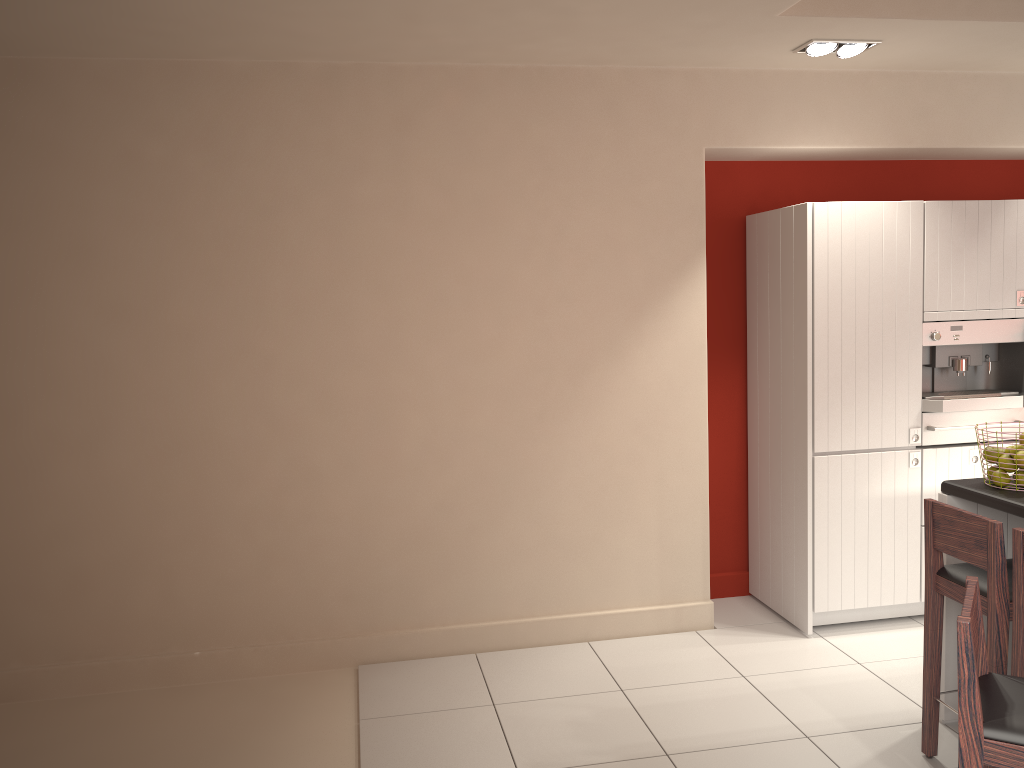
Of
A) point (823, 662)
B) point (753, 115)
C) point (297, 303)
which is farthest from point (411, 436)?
point (753, 115)

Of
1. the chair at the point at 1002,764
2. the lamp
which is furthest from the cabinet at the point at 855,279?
the chair at the point at 1002,764

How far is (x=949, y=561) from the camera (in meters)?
3.65

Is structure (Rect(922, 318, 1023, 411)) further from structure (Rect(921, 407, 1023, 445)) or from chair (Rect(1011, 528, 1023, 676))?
chair (Rect(1011, 528, 1023, 676))

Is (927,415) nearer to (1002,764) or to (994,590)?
(994,590)

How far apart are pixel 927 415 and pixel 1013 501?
1.5m

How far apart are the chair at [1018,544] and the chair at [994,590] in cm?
8

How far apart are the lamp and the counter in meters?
2.1

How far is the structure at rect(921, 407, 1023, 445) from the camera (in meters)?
4.69

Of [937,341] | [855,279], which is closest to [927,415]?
[937,341]
